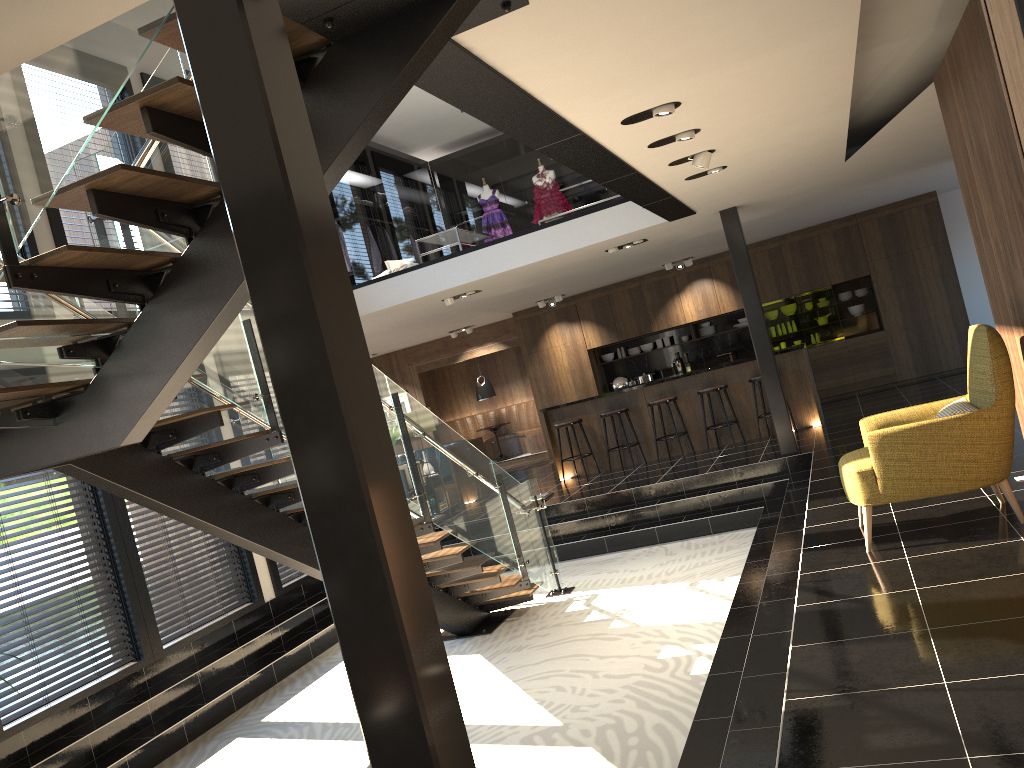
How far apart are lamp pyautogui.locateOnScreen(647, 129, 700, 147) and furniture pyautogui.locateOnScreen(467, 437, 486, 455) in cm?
872

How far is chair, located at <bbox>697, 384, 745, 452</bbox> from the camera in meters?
11.2

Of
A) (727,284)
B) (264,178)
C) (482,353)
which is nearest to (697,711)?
(264,178)

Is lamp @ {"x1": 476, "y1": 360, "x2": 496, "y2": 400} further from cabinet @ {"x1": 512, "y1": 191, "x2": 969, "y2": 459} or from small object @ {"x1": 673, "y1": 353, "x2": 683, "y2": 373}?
small object @ {"x1": 673, "y1": 353, "x2": 683, "y2": 373}

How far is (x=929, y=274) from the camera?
13.2m

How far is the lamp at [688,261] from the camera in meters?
13.7

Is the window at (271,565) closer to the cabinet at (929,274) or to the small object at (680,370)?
the cabinet at (929,274)

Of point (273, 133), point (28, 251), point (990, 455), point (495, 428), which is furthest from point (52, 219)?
point (495, 428)

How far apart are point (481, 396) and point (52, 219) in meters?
10.2 m

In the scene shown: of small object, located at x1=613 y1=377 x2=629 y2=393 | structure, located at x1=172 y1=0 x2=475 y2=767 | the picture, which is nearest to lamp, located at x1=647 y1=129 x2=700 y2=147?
structure, located at x1=172 y1=0 x2=475 y2=767
